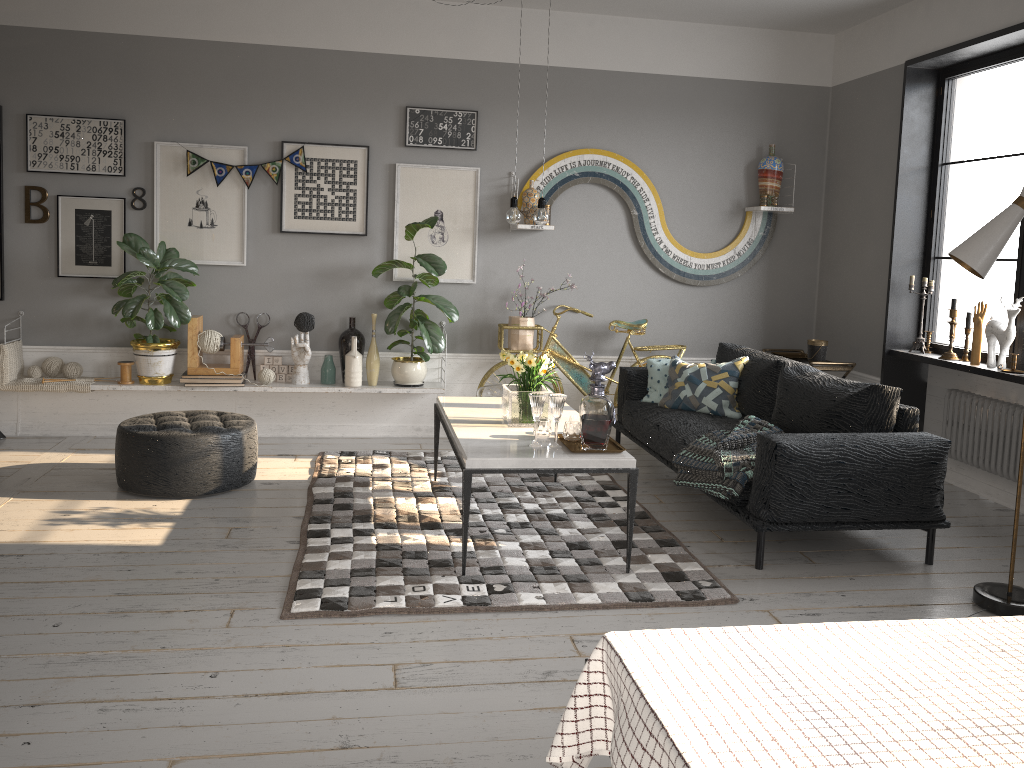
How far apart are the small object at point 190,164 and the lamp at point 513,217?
2.20m

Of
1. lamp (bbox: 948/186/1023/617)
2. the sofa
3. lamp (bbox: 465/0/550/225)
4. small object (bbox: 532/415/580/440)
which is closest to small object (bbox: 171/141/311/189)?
lamp (bbox: 465/0/550/225)

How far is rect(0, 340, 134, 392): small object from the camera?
5.50m

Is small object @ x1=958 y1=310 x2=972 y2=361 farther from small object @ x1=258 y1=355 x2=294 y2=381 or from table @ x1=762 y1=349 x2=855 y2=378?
small object @ x1=258 y1=355 x2=294 y2=381

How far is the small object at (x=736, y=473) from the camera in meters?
4.0

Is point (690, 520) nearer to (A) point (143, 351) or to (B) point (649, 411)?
(B) point (649, 411)

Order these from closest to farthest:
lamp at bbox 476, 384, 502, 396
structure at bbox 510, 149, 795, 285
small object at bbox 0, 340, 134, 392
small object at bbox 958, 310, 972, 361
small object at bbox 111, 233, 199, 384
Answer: small object at bbox 958, 310, 972, 361, small object at bbox 111, 233, 199, 384, small object at bbox 0, 340, 134, 392, lamp at bbox 476, 384, 502, 396, structure at bbox 510, 149, 795, 285

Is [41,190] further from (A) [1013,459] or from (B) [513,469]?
(A) [1013,459]

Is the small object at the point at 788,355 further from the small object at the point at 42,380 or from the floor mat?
the small object at the point at 42,380

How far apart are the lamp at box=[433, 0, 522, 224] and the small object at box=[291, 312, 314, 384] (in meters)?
2.11
